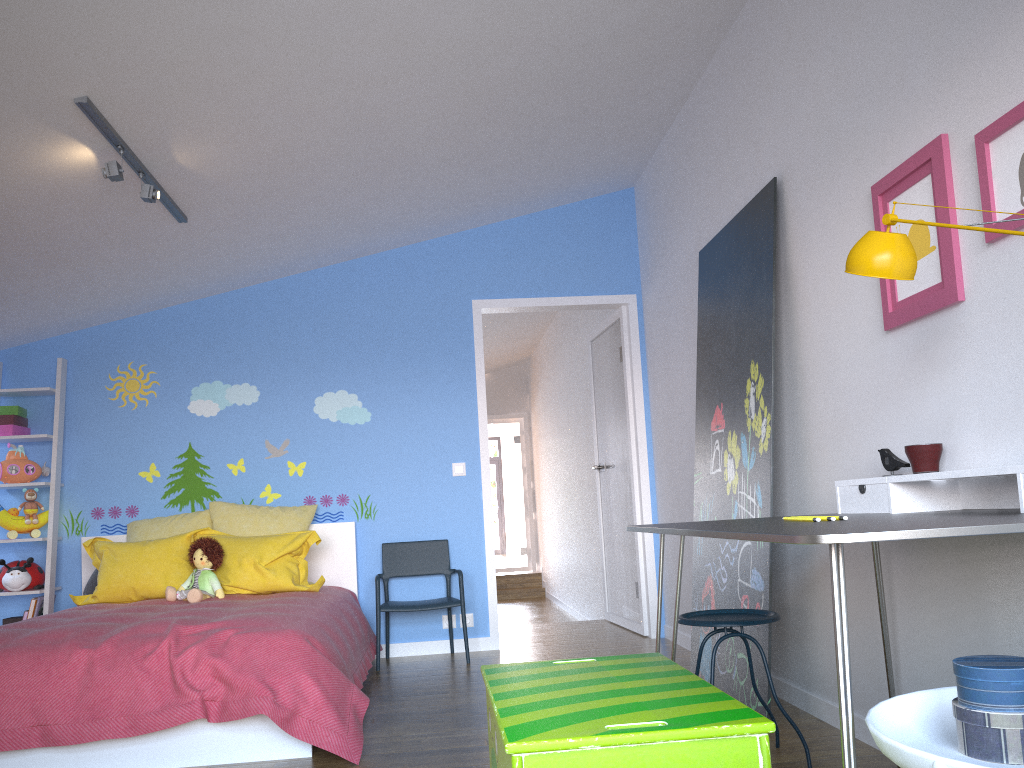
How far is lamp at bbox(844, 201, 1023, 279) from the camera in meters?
1.9

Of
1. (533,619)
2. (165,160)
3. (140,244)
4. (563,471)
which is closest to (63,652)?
(165,160)

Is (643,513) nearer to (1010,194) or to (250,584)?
(250,584)

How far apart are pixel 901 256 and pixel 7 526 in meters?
4.8

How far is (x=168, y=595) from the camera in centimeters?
428cm

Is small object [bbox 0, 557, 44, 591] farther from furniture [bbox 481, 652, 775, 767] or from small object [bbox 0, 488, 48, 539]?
furniture [bbox 481, 652, 775, 767]

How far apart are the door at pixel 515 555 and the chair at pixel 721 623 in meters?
9.0 m

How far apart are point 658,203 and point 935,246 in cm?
287

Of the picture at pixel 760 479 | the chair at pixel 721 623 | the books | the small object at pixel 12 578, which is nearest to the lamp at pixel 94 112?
the small object at pixel 12 578

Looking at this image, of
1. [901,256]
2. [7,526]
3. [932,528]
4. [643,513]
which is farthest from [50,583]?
[932,528]
